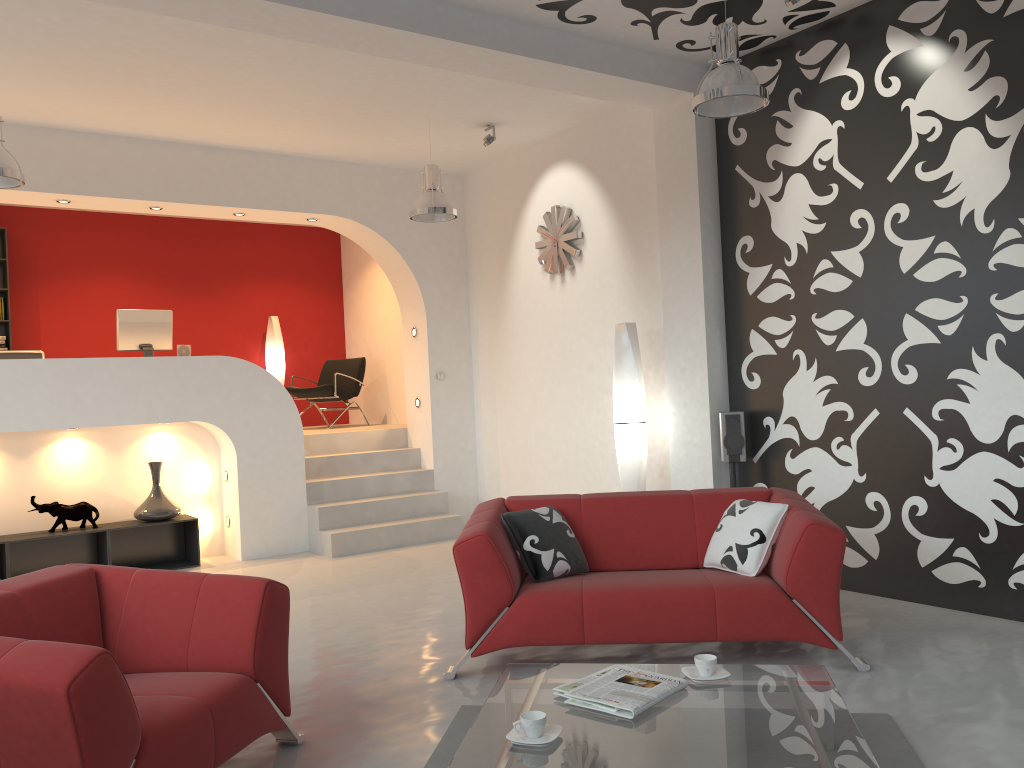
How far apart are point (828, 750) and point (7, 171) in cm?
515

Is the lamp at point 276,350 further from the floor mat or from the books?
the books

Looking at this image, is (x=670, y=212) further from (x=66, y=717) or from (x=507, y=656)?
(x=66, y=717)

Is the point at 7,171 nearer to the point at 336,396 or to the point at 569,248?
A: the point at 569,248

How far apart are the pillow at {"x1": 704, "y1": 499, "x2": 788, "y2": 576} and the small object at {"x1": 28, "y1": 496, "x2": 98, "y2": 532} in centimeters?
499cm

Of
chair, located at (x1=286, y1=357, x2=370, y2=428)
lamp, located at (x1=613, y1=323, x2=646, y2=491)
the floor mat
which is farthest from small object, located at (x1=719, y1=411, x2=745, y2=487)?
chair, located at (x1=286, y1=357, x2=370, y2=428)

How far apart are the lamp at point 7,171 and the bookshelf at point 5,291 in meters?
4.1

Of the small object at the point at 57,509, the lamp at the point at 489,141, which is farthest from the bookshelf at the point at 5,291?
the lamp at the point at 489,141

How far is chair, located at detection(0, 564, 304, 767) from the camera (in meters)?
2.34

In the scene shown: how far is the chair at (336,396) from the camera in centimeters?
977cm
